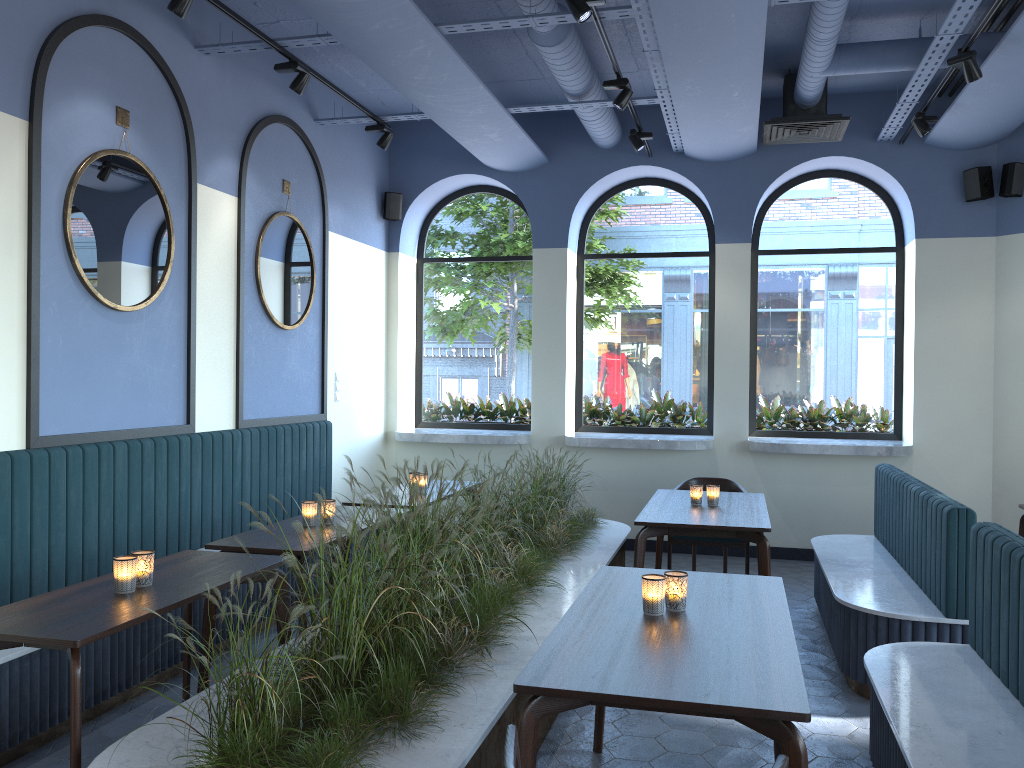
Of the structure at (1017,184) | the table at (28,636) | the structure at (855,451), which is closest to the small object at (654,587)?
the table at (28,636)

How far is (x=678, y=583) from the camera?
2.87m

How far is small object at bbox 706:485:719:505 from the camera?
5.29m

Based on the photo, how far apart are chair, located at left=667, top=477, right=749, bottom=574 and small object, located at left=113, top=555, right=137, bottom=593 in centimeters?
391cm

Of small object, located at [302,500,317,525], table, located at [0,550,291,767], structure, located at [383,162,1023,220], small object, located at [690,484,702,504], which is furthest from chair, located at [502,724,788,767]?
structure, located at [383,162,1023,220]

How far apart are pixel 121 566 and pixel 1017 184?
6.79m

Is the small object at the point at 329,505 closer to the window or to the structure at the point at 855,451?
the structure at the point at 855,451

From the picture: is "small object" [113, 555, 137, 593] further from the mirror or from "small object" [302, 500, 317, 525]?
the mirror

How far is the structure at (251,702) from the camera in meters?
2.3 m

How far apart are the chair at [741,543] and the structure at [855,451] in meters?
0.9 m
